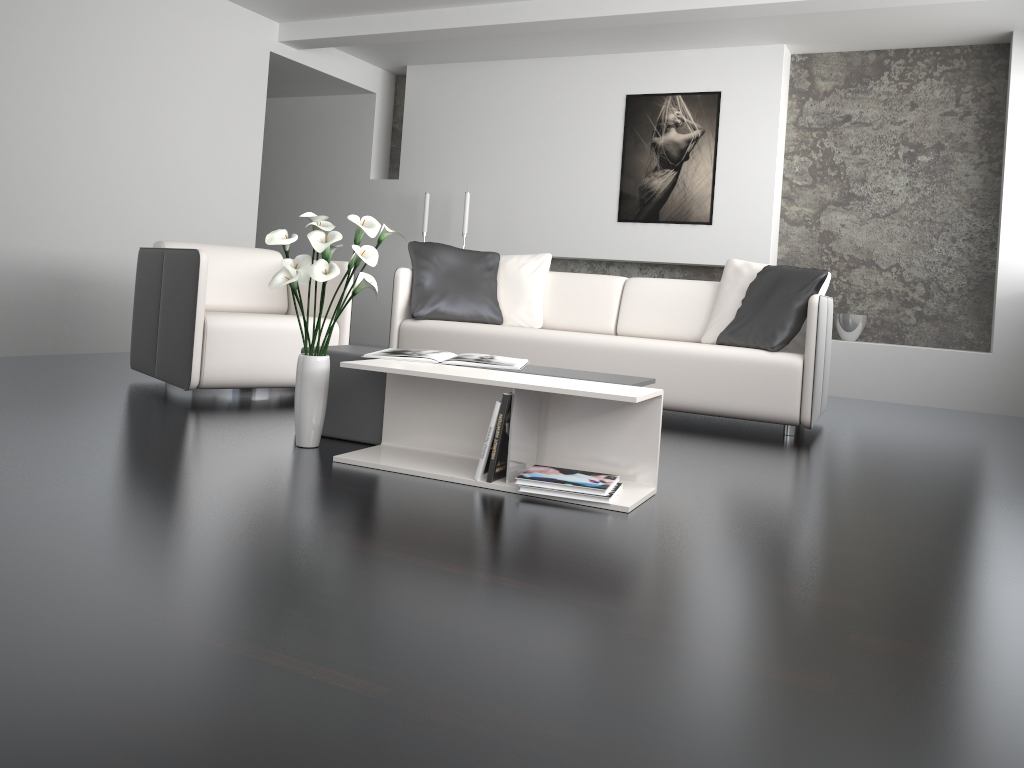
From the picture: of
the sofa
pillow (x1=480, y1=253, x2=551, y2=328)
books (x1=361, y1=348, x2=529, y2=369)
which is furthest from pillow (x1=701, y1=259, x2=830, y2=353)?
books (x1=361, y1=348, x2=529, y2=369)

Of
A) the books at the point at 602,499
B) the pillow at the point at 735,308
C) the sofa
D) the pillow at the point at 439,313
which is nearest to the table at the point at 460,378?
the books at the point at 602,499

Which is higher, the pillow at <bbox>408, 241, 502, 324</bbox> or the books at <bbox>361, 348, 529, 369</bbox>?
the pillow at <bbox>408, 241, 502, 324</bbox>

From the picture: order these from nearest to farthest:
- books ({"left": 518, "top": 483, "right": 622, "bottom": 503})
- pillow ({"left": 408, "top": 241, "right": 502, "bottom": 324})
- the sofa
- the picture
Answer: books ({"left": 518, "top": 483, "right": 622, "bottom": 503}), the sofa, pillow ({"left": 408, "top": 241, "right": 502, "bottom": 324}), the picture

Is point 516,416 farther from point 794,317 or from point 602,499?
point 794,317

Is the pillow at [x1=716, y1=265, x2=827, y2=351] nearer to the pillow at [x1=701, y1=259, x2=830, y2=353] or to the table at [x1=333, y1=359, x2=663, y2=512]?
the pillow at [x1=701, y1=259, x2=830, y2=353]

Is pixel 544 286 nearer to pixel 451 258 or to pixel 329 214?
pixel 451 258

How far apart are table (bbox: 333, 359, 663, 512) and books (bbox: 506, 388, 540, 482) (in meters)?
0.03

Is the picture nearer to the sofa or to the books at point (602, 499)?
the sofa

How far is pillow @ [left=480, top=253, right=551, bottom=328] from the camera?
5.0 meters
